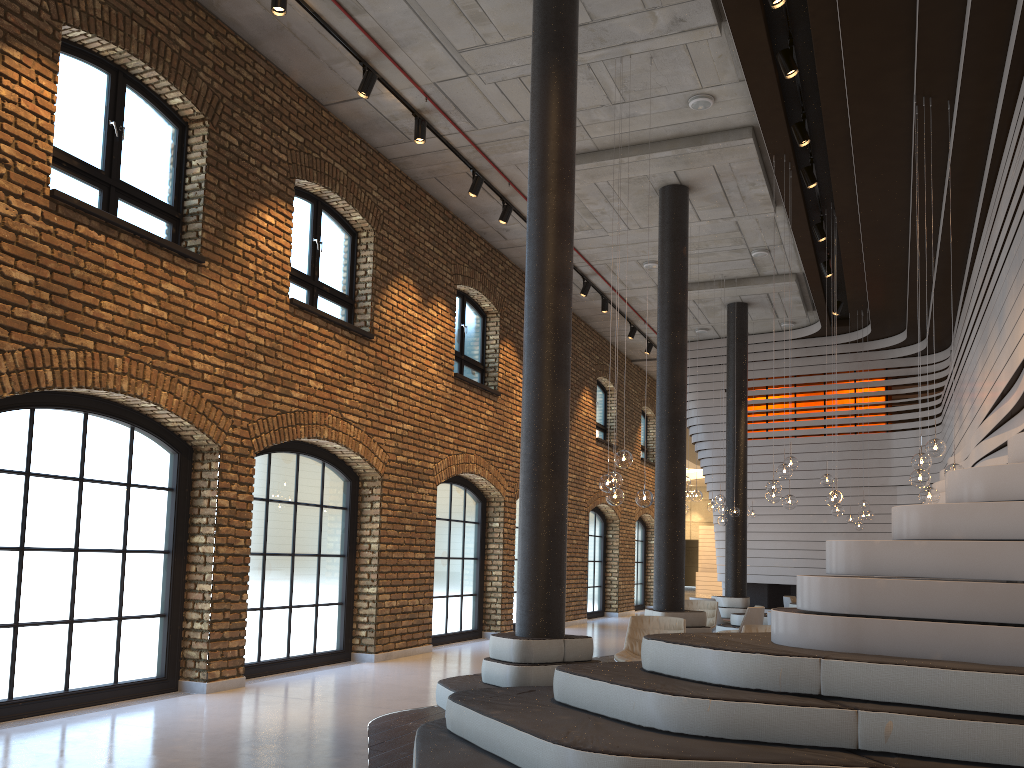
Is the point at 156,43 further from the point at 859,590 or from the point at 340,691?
the point at 859,590

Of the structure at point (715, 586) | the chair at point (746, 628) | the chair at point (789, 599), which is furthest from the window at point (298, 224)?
the structure at point (715, 586)

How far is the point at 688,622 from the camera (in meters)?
10.26

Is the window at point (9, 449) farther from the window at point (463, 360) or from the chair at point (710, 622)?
the chair at point (710, 622)

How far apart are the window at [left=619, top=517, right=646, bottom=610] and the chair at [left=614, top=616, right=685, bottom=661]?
14.5 meters

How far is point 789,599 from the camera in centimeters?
1493cm

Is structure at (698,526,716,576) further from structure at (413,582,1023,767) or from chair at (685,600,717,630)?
chair at (685,600,717,630)

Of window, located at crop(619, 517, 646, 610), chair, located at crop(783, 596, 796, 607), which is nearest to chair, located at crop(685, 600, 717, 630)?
chair, located at crop(783, 596, 796, 607)

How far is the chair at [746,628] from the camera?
7.75m

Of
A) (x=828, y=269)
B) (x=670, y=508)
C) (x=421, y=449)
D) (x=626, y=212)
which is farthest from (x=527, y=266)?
(x=828, y=269)
